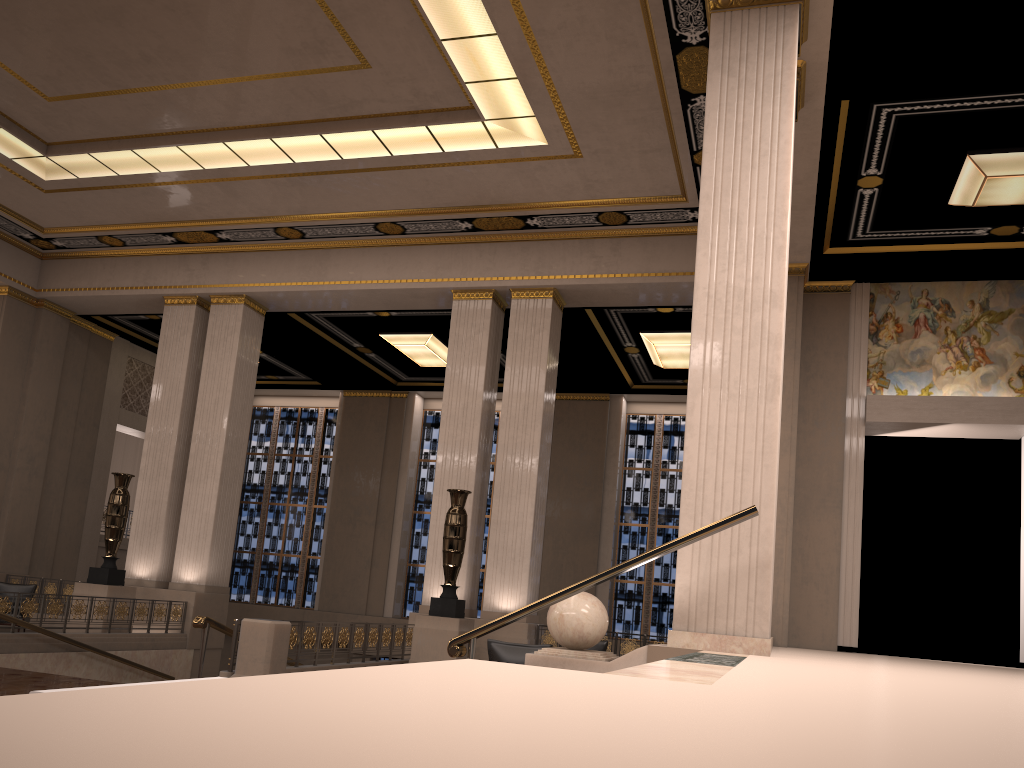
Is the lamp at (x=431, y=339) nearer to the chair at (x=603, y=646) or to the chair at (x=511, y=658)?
the chair at (x=603, y=646)

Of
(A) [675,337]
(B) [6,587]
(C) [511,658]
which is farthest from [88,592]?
(A) [675,337]

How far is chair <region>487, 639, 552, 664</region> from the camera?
8.3m

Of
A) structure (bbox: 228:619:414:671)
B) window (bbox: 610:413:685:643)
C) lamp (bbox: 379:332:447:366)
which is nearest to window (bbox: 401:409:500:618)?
window (bbox: 610:413:685:643)

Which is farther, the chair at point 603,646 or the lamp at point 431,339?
the lamp at point 431,339

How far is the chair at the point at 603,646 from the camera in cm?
1190

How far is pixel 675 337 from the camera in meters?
16.6 m

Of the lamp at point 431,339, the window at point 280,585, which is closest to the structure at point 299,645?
the lamp at point 431,339

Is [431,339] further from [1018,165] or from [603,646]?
[1018,165]

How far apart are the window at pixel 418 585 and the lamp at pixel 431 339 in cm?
340
